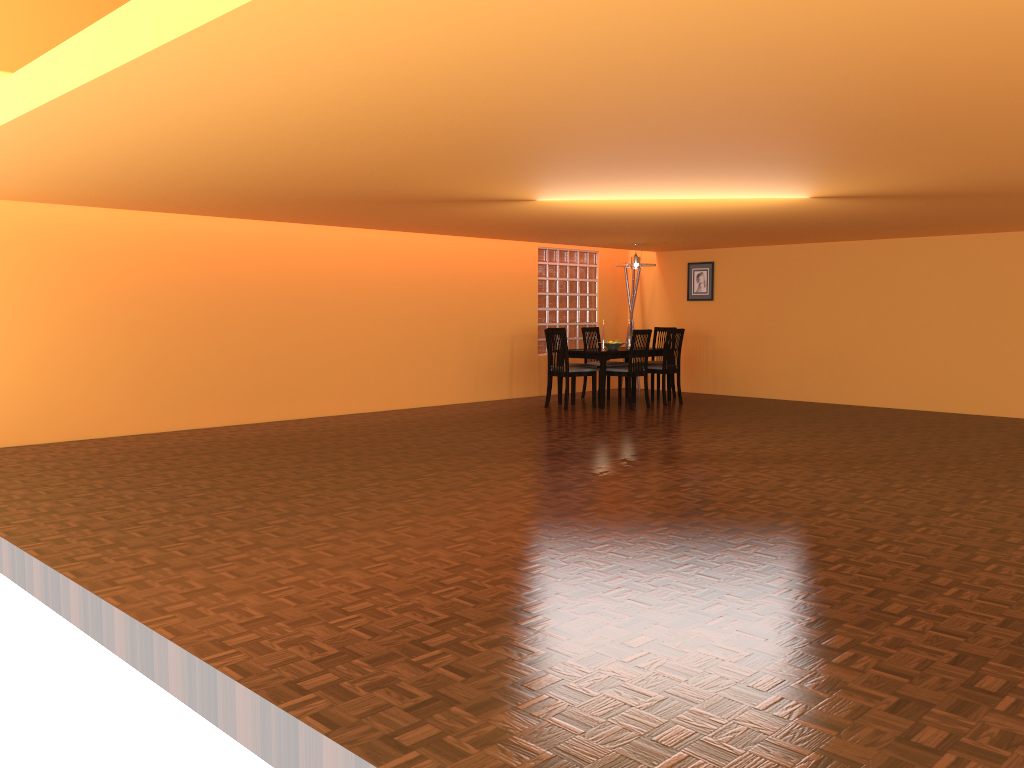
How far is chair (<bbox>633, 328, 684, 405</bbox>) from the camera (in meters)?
9.26

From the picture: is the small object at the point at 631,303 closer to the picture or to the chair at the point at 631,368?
the picture

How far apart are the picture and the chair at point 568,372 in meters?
2.3 m

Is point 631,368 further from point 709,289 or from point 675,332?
point 709,289

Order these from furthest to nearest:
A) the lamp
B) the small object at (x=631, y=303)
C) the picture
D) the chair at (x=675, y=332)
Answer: the small object at (x=631, y=303), the picture, the lamp, the chair at (x=675, y=332)

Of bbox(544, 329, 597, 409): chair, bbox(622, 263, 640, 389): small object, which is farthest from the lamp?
bbox(622, 263, 640, 389): small object

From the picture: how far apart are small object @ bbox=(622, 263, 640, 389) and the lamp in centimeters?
147cm

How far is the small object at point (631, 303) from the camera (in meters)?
11.04

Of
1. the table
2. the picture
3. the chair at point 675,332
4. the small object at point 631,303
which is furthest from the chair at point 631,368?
the small object at point 631,303

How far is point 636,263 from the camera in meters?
9.4
